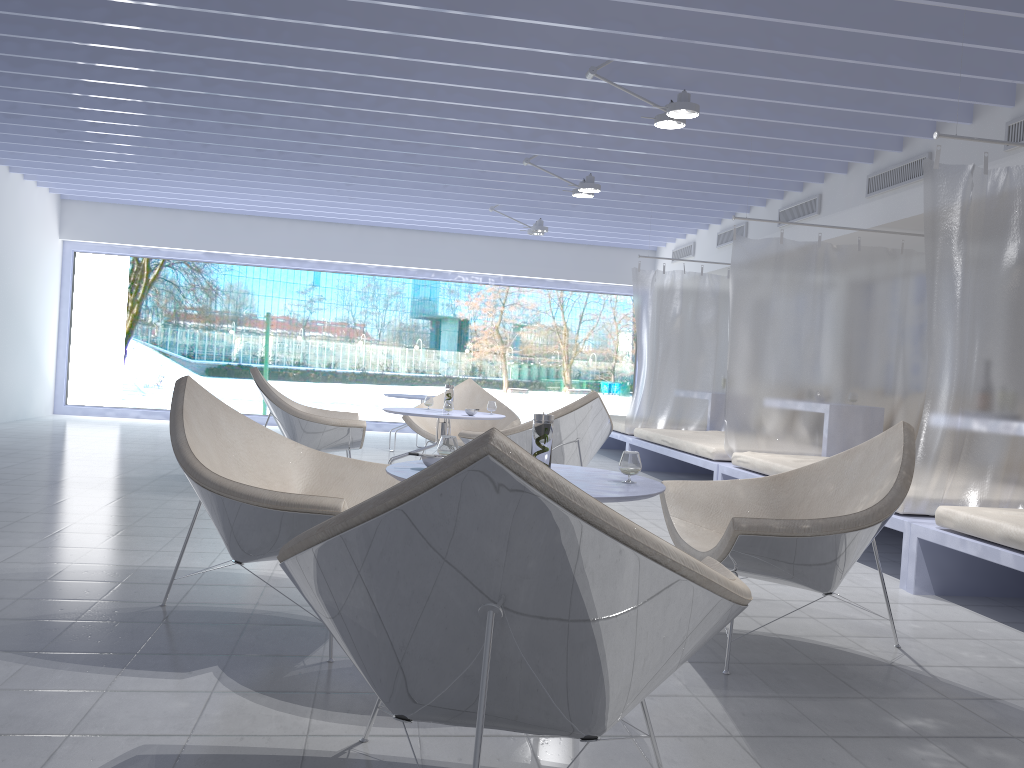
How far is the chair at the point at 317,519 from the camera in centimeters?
239cm

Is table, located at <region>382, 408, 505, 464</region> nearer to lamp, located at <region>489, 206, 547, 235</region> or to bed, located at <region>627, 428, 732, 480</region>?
bed, located at <region>627, 428, 732, 480</region>

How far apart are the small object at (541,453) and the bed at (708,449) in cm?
369

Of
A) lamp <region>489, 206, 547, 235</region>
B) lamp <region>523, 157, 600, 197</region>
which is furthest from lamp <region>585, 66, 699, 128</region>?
lamp <region>489, 206, 547, 235</region>

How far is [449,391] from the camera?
5.9m

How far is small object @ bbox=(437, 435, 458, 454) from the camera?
2.74m

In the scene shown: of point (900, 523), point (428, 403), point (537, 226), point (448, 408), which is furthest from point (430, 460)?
point (537, 226)

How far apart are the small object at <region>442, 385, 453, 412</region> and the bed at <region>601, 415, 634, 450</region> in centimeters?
279cm

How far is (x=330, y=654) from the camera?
2.5 meters

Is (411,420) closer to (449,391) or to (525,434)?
(449,391)
